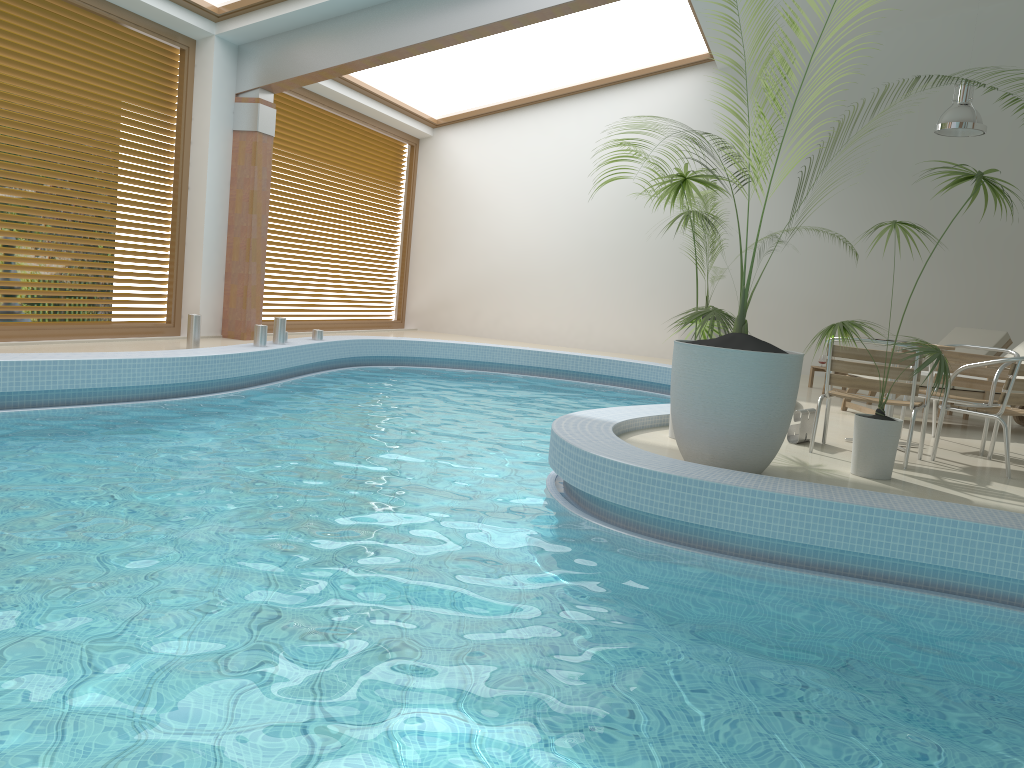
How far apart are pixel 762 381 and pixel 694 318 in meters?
0.9 m

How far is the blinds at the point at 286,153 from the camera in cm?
1109

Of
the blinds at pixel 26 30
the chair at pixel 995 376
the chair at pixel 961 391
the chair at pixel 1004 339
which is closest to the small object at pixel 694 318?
the chair at pixel 995 376

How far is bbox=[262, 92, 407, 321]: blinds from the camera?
11.1m

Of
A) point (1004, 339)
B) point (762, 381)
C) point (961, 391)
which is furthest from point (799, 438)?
A: point (1004, 339)

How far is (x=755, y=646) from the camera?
2.9 meters

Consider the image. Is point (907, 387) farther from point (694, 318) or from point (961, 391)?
point (961, 391)

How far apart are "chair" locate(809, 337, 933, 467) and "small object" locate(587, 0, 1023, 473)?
1.1m

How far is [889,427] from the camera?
4.7m

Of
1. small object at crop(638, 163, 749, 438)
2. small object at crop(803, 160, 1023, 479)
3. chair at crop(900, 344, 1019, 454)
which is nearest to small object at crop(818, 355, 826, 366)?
chair at crop(900, 344, 1019, 454)
